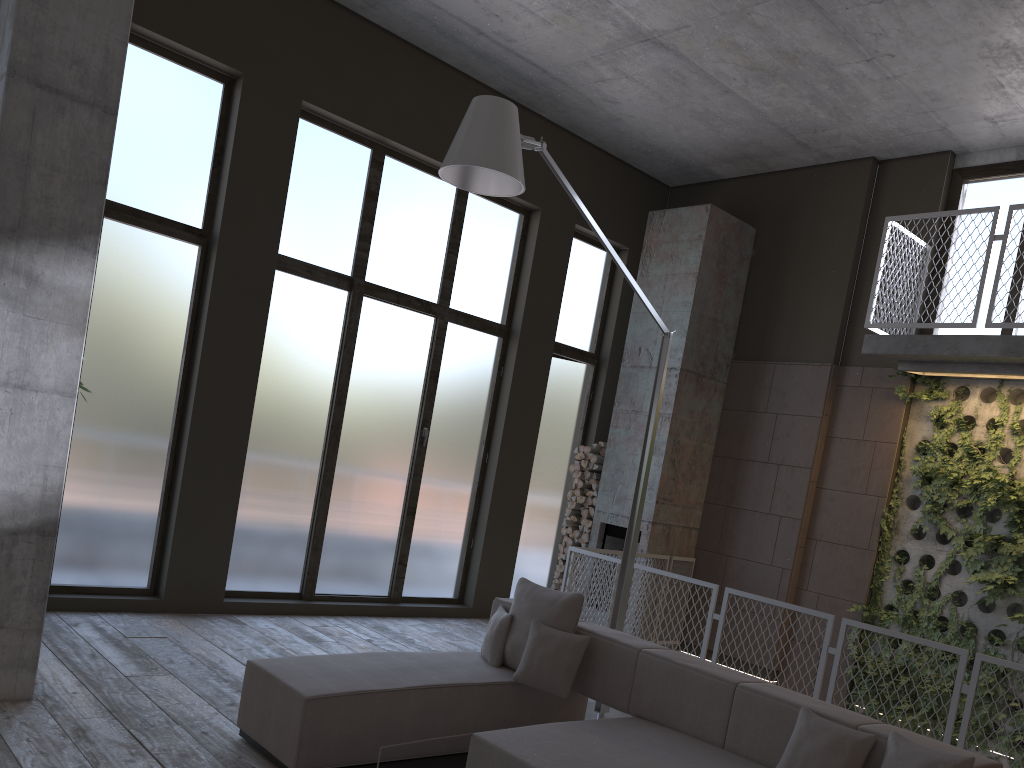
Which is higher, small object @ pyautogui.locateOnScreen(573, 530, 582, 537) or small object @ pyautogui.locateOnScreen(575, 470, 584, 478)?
small object @ pyautogui.locateOnScreen(575, 470, 584, 478)

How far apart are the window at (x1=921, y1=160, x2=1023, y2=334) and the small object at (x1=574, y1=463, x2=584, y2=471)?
3.7 meters

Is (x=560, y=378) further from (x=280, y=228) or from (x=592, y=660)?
(x=592, y=660)

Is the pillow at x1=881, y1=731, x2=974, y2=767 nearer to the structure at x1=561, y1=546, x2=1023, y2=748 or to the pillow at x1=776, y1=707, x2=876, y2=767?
the pillow at x1=776, y1=707, x2=876, y2=767

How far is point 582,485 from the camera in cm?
959

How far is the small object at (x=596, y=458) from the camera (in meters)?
9.45

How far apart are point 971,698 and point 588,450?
Answer: 4.9 meters

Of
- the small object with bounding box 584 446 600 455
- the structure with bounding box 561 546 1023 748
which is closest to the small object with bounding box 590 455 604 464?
the small object with bounding box 584 446 600 455

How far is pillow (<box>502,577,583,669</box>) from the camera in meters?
4.9 m

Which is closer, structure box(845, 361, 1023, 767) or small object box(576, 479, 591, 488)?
structure box(845, 361, 1023, 767)
